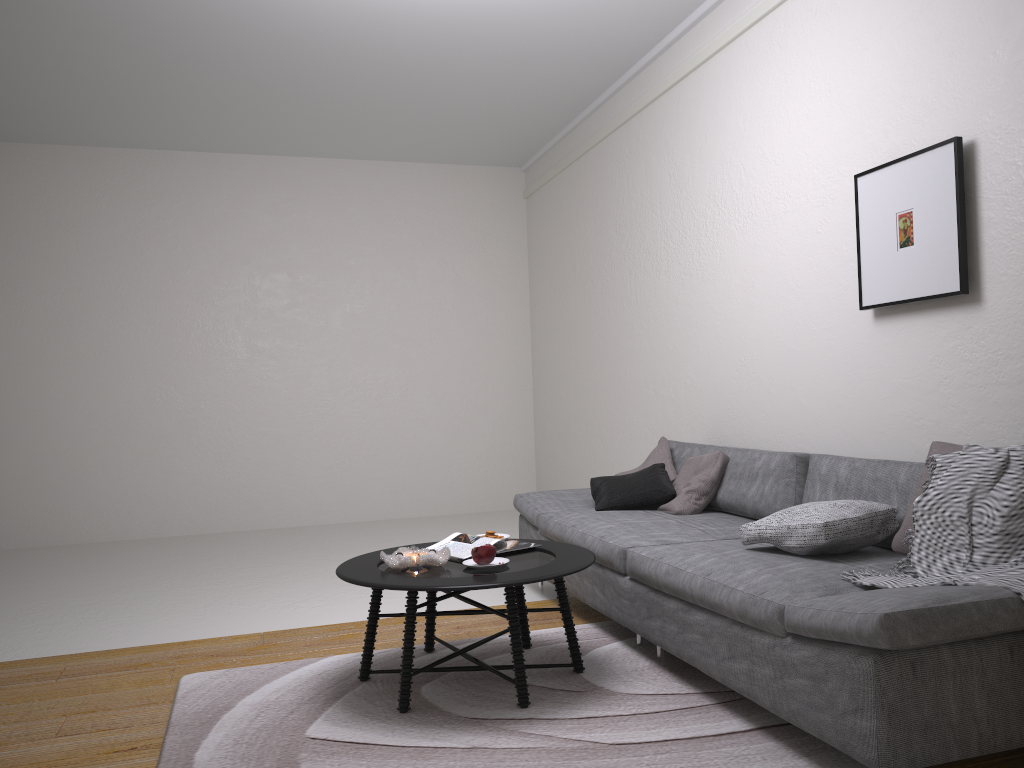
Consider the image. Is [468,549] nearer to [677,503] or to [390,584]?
[390,584]

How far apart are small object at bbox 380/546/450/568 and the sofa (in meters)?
0.70

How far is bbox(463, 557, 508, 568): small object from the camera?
3.2 meters

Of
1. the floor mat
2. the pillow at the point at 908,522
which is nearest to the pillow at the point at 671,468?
the floor mat

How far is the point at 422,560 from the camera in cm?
310

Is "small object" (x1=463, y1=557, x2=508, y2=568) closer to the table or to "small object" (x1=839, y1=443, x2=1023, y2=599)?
the table

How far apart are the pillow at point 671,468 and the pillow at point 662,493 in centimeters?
4cm

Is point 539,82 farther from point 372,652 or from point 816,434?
point 372,652

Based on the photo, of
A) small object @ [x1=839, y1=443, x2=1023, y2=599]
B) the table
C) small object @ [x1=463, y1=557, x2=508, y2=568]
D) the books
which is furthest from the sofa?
small object @ [x1=463, y1=557, x2=508, y2=568]

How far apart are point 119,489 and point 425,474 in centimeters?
256cm
